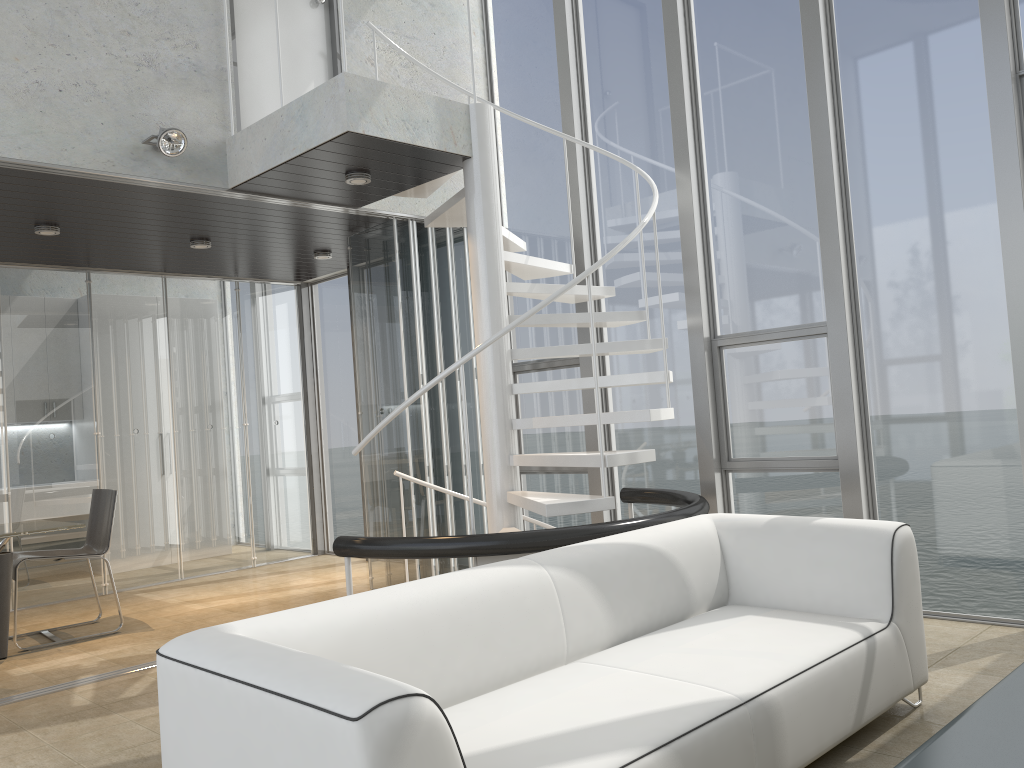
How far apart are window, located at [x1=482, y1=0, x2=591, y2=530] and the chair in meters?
2.9

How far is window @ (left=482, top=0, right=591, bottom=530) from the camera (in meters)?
6.49

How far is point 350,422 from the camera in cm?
844

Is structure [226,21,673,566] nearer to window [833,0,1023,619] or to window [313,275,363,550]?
window [833,0,1023,619]

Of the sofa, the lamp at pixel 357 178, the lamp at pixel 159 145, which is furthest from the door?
the sofa

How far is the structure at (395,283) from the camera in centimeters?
625cm

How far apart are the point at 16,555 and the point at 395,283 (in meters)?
3.05

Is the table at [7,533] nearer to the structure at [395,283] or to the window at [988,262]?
the structure at [395,283]

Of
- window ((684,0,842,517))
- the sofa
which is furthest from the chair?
window ((684,0,842,517))

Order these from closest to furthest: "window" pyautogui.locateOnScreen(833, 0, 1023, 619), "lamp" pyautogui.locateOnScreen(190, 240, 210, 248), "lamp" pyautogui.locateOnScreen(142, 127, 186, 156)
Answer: "window" pyautogui.locateOnScreen(833, 0, 1023, 619) → "lamp" pyautogui.locateOnScreen(142, 127, 186, 156) → "lamp" pyautogui.locateOnScreen(190, 240, 210, 248)
